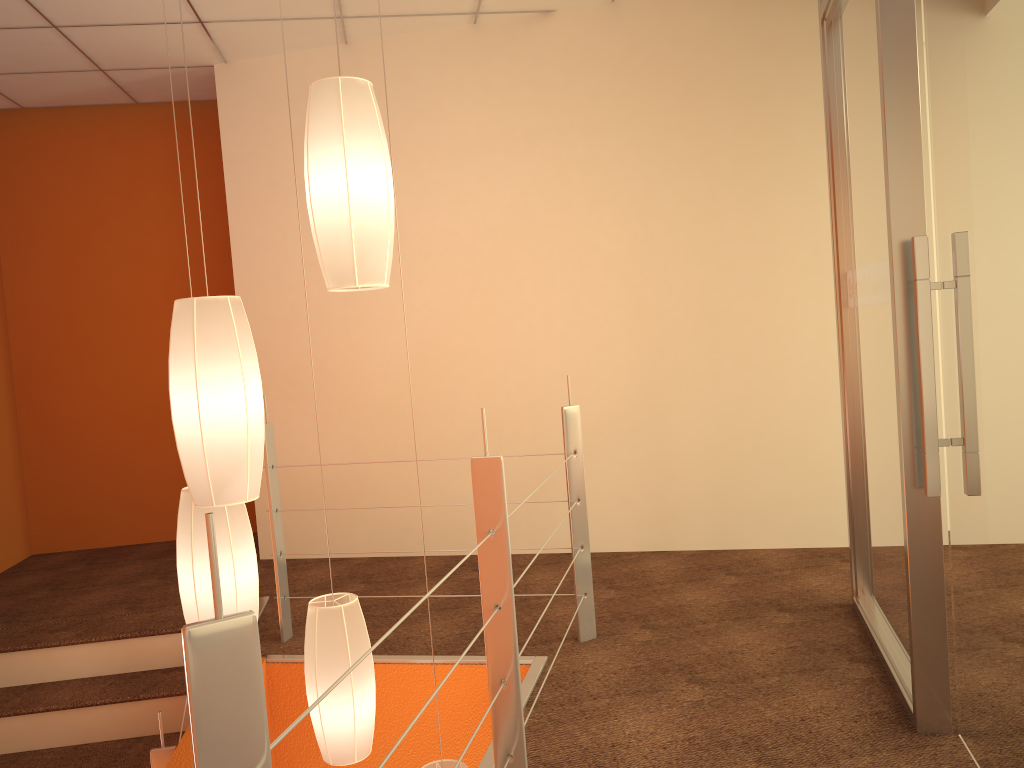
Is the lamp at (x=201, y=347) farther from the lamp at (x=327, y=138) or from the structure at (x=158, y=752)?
the structure at (x=158, y=752)

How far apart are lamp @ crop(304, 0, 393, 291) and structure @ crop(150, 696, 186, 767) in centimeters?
138cm

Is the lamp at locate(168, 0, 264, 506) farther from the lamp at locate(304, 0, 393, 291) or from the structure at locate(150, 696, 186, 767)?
the structure at locate(150, 696, 186, 767)

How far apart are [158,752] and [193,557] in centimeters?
63cm

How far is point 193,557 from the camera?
2.2 meters

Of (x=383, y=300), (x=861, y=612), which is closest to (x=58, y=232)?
(x=383, y=300)

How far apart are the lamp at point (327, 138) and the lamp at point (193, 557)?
0.7 meters

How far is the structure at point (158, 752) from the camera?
2.4m

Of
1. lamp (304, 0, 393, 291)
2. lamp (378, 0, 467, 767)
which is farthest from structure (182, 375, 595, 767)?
lamp (378, 0, 467, 767)

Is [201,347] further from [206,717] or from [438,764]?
[438,764]
